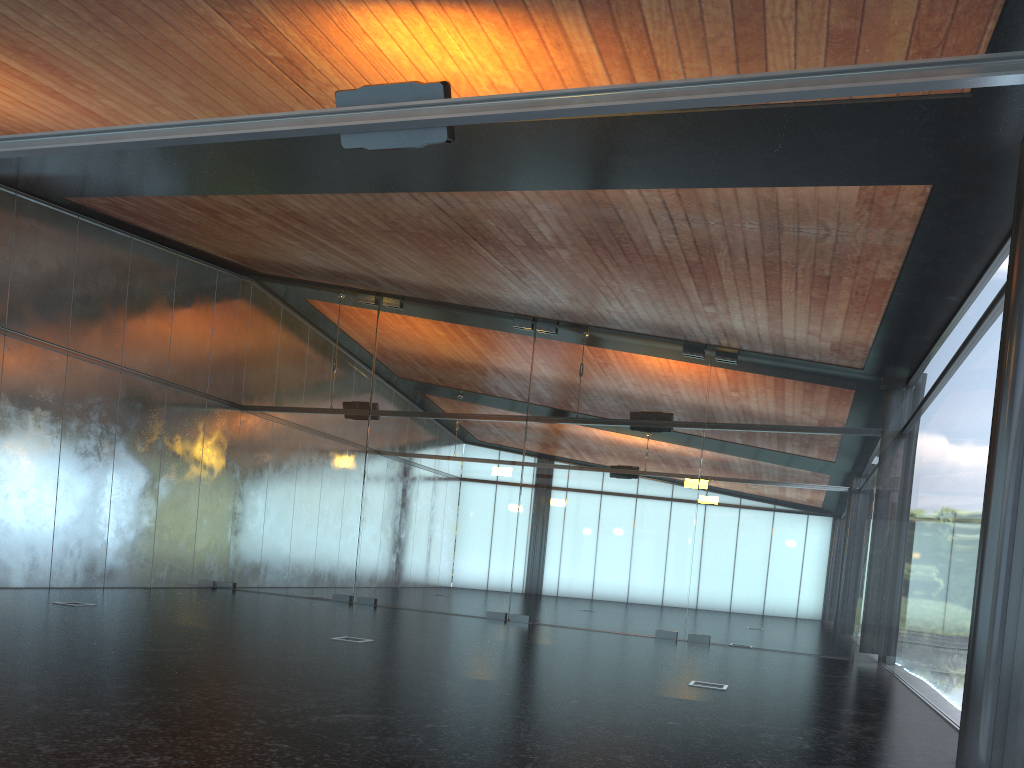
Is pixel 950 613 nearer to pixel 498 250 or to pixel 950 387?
pixel 950 387
